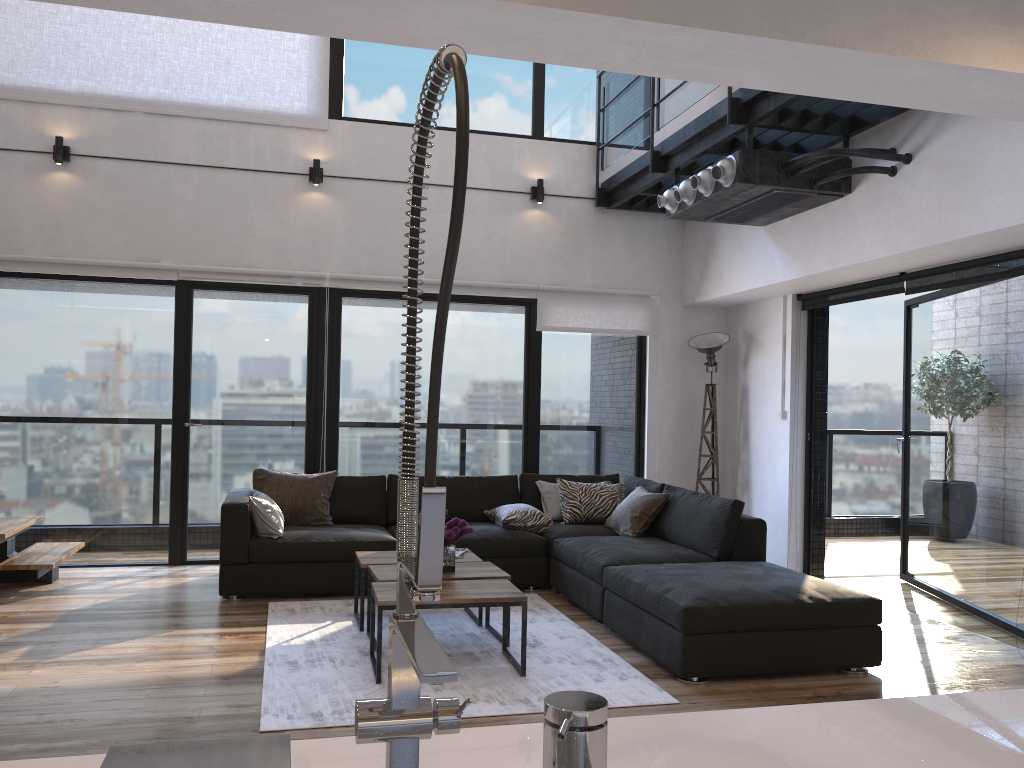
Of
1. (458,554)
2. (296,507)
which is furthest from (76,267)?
(458,554)

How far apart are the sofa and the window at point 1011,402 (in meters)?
1.39

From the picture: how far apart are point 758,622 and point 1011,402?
→ 2.3m

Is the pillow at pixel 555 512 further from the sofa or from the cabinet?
the cabinet

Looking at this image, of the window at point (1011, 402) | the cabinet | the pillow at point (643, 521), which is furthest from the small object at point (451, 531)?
the window at point (1011, 402)

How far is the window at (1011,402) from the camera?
5.0m

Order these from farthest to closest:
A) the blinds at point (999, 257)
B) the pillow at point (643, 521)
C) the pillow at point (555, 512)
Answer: the pillow at point (555, 512), the pillow at point (643, 521), the blinds at point (999, 257)

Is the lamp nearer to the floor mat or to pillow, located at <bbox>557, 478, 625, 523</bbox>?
pillow, located at <bbox>557, 478, 625, 523</bbox>

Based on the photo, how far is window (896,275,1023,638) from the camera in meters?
5.0 m

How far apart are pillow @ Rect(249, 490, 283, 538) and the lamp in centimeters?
340cm
